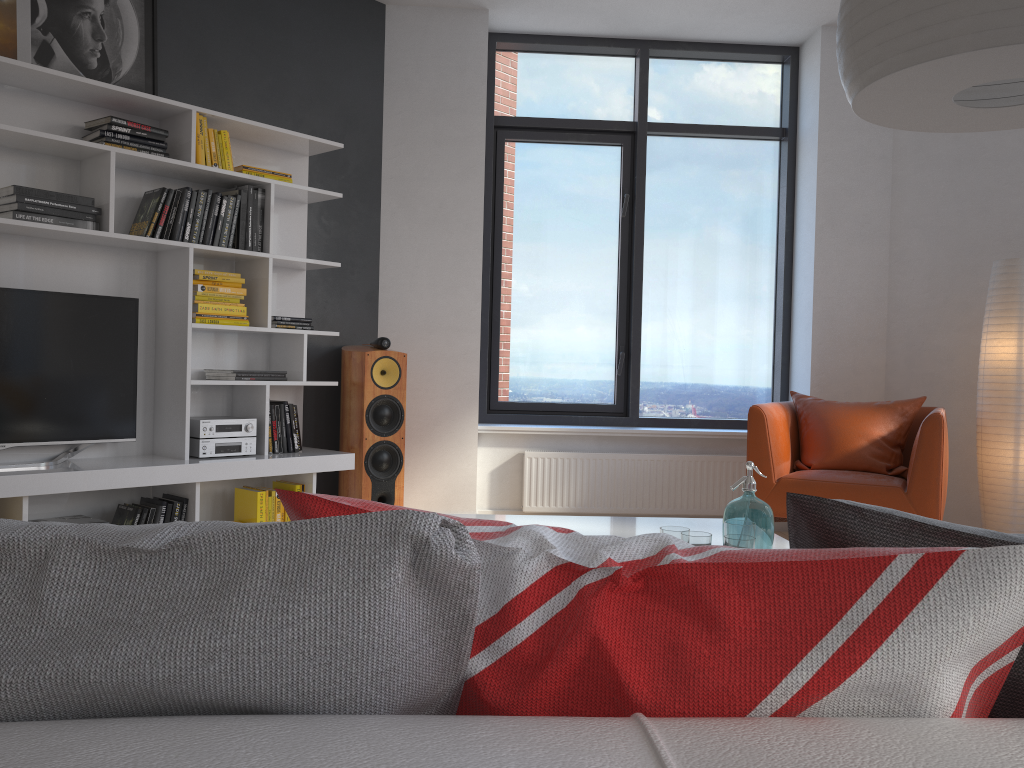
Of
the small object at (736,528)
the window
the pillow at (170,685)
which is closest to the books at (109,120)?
the window

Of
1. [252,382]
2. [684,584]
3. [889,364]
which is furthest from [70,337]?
[889,364]

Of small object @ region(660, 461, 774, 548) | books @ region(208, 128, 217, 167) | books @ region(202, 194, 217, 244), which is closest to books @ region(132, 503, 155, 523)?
books @ region(202, 194, 217, 244)

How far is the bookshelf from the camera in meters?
3.6

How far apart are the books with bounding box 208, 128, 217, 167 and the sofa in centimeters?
383cm

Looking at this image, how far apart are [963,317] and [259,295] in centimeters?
381cm

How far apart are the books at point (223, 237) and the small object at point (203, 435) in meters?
0.8 m

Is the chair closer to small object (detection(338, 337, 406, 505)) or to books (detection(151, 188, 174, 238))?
small object (detection(338, 337, 406, 505))

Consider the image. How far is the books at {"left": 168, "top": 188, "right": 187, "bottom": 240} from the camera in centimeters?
386cm

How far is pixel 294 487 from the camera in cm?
429
